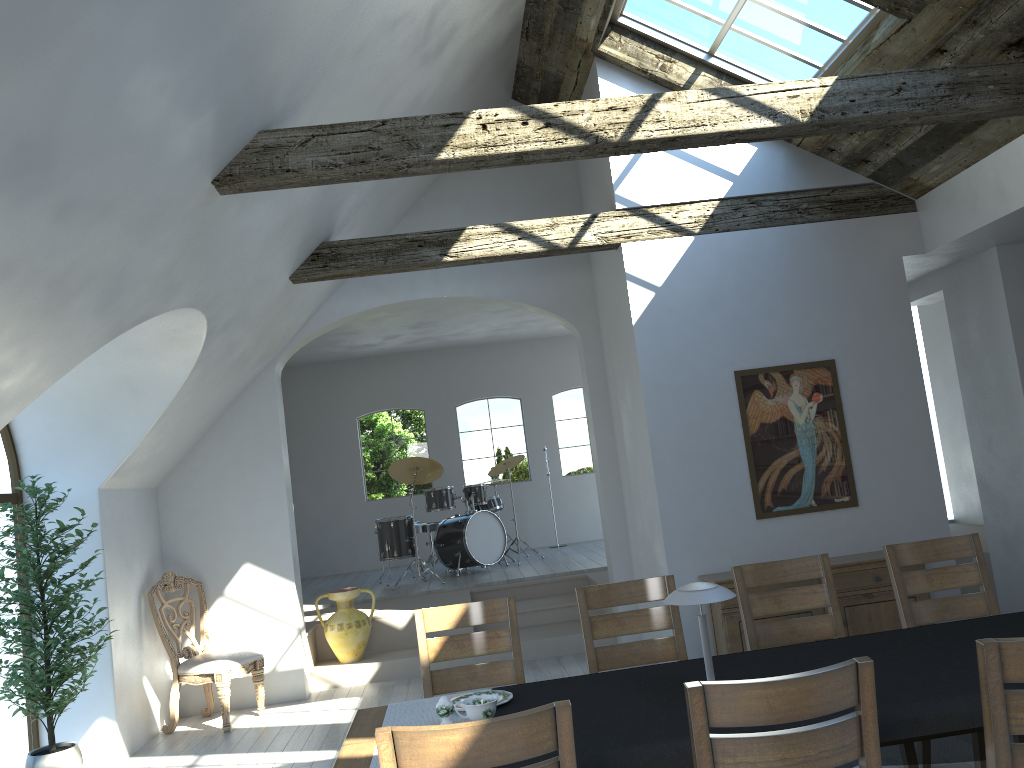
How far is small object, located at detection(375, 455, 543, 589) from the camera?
9.96m

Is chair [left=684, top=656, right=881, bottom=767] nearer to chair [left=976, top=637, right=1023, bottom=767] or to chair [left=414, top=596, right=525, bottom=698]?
chair [left=976, top=637, right=1023, bottom=767]

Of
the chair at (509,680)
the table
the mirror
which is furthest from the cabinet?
the table

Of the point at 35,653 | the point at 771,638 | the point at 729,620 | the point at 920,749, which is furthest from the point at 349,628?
the point at 920,749

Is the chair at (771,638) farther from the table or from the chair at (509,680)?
the table

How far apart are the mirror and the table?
3.6 meters

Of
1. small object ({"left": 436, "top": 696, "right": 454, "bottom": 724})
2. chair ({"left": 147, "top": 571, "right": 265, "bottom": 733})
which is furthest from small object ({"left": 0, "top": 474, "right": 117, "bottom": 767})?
small object ({"left": 436, "top": 696, "right": 454, "bottom": 724})

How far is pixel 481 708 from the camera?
2.92m

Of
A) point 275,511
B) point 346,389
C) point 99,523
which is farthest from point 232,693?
point 346,389

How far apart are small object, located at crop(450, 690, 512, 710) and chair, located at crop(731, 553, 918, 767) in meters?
1.4 m
